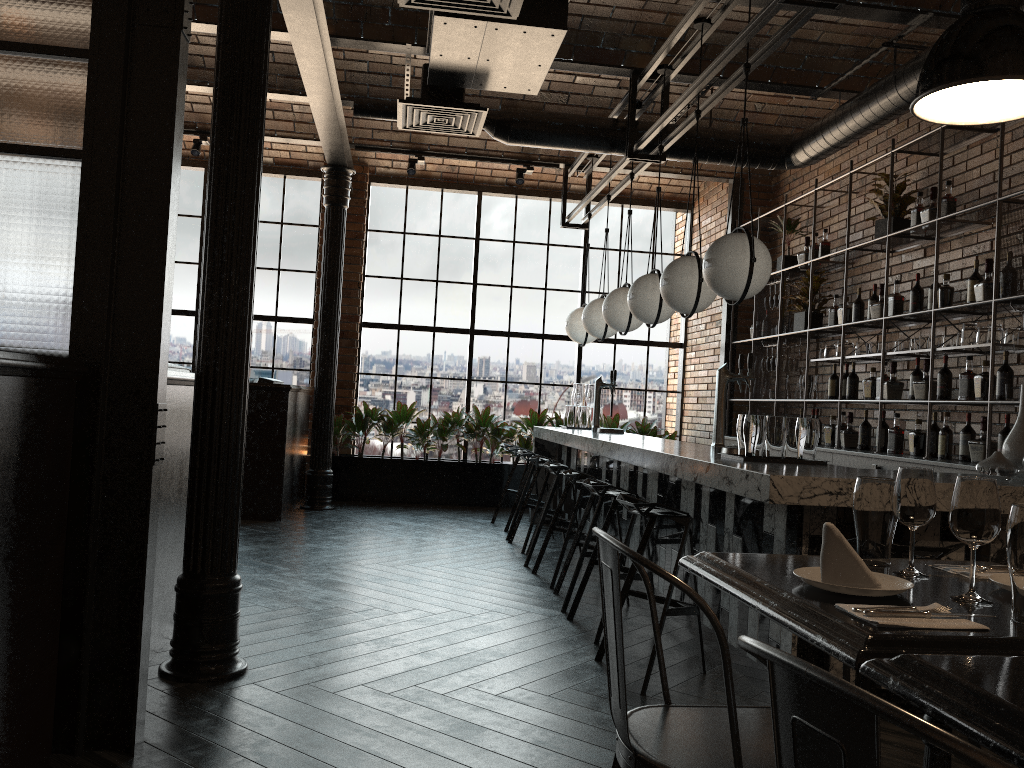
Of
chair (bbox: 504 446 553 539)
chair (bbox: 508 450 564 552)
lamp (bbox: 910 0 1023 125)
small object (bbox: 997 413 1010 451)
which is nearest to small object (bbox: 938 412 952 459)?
small object (bbox: 997 413 1010 451)

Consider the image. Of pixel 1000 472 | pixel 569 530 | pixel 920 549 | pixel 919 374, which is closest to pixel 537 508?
pixel 569 530

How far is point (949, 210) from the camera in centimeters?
567cm

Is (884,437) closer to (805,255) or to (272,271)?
(805,255)

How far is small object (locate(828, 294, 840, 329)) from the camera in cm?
706

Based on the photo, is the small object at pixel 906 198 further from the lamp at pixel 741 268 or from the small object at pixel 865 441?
the lamp at pixel 741 268

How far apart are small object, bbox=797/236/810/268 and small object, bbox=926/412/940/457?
2.33m

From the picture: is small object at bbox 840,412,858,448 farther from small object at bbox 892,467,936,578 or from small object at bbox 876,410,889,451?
small object at bbox 892,467,936,578

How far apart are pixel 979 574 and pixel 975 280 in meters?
3.9 m

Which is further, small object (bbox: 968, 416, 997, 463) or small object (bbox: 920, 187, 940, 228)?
small object (bbox: 920, 187, 940, 228)
